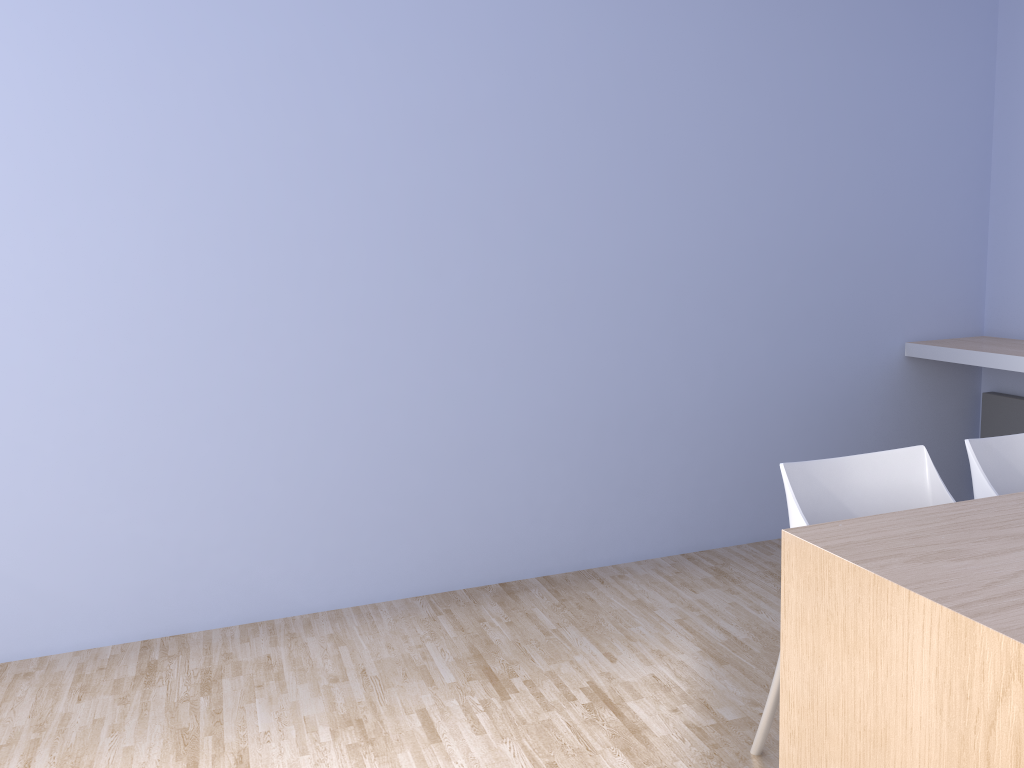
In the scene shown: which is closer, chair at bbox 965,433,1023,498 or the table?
the table

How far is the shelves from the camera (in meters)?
3.56

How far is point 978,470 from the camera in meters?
2.3

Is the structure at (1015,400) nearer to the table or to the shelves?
the shelves

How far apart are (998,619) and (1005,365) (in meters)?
2.49

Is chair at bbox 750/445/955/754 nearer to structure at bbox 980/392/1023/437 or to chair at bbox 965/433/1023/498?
chair at bbox 965/433/1023/498

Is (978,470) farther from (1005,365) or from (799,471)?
(1005,365)

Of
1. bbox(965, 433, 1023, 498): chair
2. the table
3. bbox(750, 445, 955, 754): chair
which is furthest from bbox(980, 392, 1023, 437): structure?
the table

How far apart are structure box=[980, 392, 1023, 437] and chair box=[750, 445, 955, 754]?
2.05m

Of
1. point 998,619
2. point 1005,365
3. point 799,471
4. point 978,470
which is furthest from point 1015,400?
point 998,619
